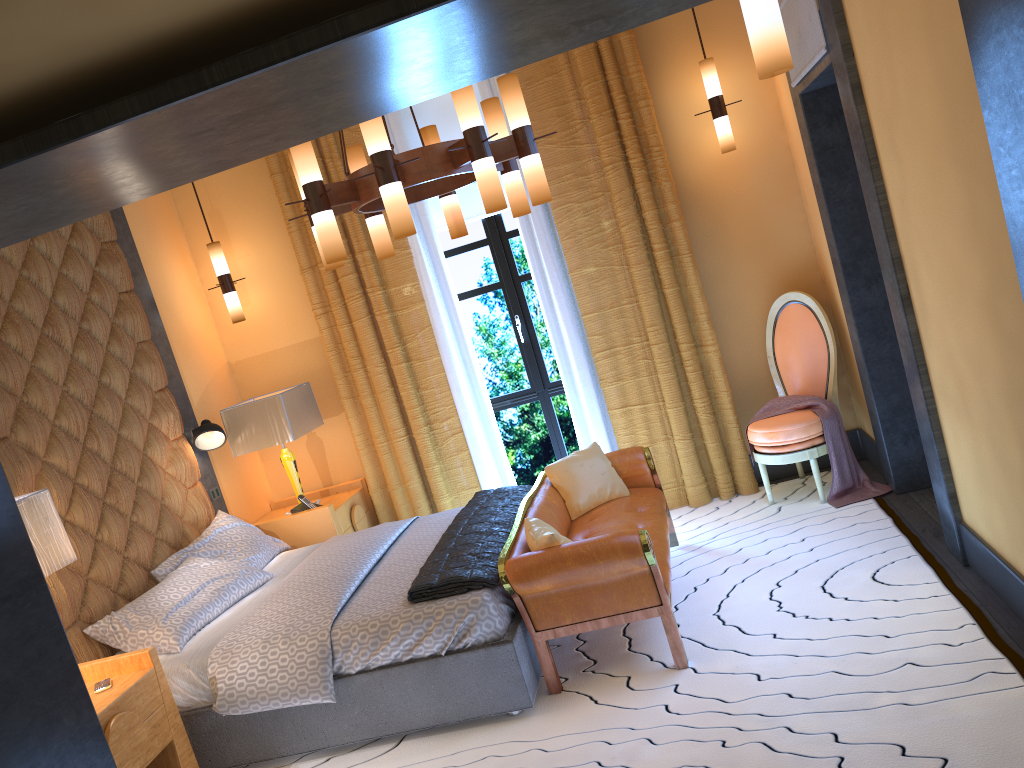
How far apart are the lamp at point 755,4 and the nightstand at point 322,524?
3.9 meters

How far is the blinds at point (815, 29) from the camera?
3.7 meters

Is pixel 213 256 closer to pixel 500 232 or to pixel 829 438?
pixel 500 232

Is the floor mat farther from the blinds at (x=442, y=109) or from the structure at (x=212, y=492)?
the blinds at (x=442, y=109)

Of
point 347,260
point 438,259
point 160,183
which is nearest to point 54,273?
point 347,260

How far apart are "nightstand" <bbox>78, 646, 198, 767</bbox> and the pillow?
1.55m

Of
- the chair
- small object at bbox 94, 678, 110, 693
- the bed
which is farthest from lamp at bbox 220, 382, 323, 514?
the chair

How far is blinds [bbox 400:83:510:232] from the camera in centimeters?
581cm

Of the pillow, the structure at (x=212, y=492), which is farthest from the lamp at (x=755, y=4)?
the structure at (x=212, y=492)

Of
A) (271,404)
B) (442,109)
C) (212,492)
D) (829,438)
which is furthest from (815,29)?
(212,492)
